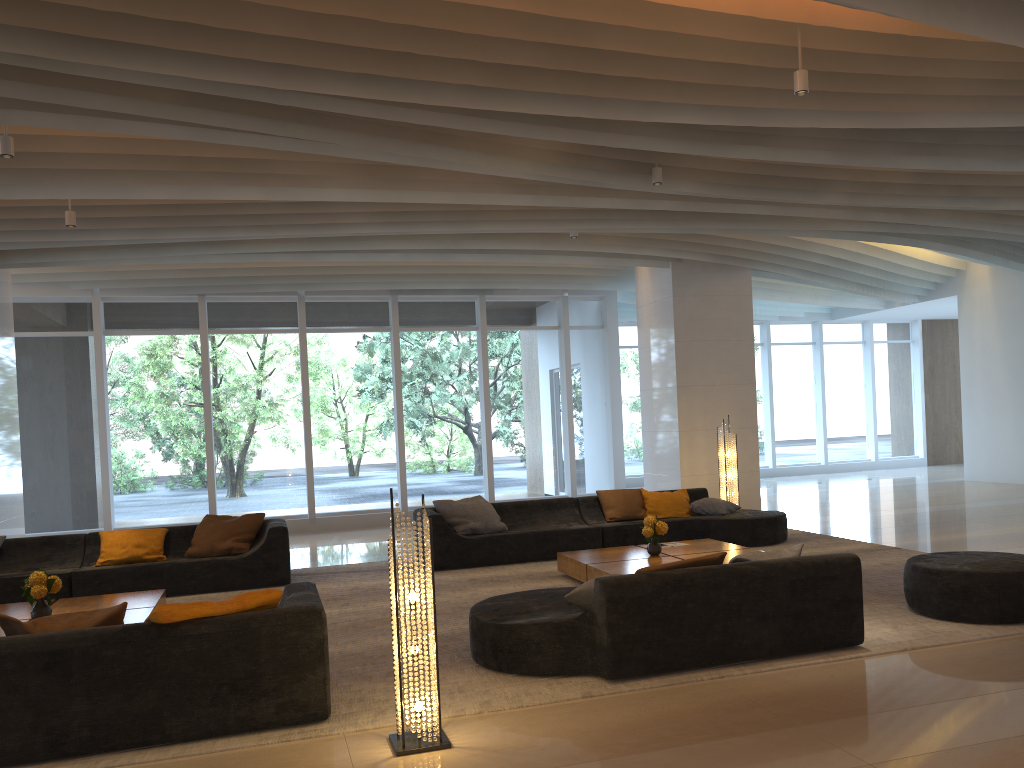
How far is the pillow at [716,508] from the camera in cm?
1000

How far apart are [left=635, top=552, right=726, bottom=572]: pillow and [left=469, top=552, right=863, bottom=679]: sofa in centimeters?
8cm

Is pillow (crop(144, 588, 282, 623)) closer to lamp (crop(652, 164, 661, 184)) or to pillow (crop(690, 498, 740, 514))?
lamp (crop(652, 164, 661, 184))

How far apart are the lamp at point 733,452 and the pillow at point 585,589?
6.38m

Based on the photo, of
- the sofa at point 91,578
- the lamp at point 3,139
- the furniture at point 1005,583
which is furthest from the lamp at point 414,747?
the sofa at point 91,578

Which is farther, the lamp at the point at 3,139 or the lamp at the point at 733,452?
the lamp at the point at 733,452

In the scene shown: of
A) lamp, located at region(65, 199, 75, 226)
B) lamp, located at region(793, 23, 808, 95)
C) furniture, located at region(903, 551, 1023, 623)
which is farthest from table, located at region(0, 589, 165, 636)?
lamp, located at region(793, 23, 808, 95)

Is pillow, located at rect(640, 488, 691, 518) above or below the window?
below

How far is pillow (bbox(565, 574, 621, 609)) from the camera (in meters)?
5.19

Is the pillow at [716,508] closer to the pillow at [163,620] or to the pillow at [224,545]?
the pillow at [224,545]
